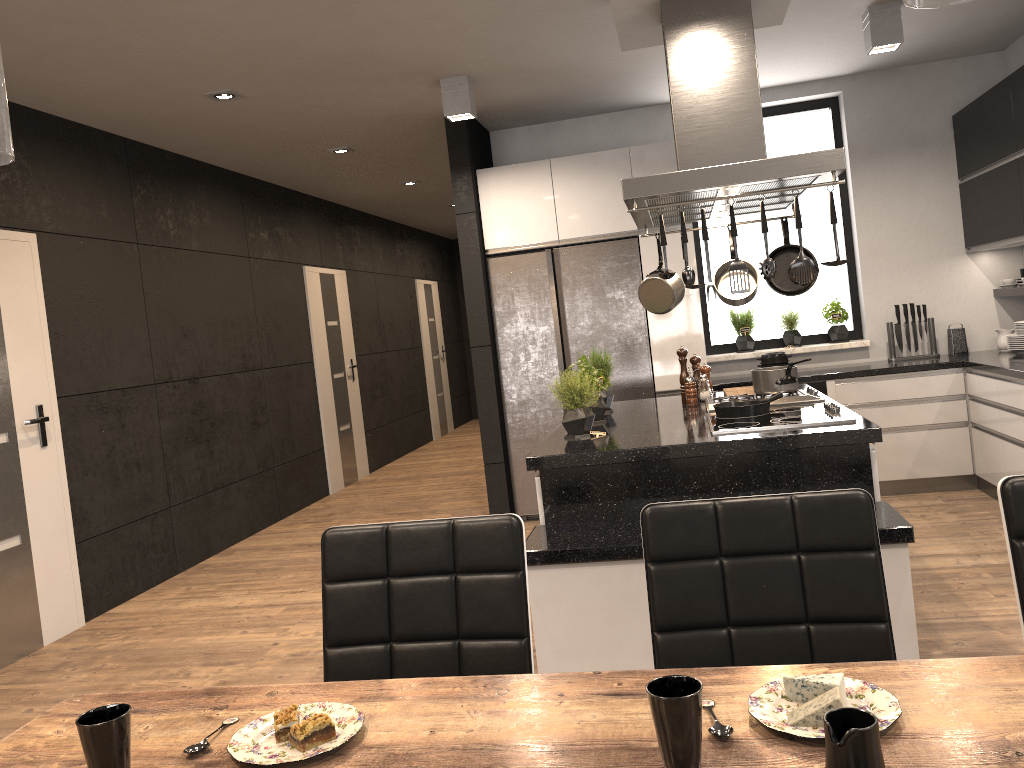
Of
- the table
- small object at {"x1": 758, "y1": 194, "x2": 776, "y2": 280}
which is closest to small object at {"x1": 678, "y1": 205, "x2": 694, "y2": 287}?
small object at {"x1": 758, "y1": 194, "x2": 776, "y2": 280}

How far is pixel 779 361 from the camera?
5.77m

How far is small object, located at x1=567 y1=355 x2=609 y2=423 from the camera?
4.0m

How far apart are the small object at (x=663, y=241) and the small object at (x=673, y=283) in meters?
0.9 m

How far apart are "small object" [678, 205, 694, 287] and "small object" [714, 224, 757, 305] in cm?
101

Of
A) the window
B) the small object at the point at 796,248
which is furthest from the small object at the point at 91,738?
the window

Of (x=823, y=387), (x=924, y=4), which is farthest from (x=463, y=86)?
(x=924, y=4)

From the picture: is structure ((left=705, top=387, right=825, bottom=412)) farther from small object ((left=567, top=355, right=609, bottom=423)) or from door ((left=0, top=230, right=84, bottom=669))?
door ((left=0, top=230, right=84, bottom=669))

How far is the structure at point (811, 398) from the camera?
3.8 meters

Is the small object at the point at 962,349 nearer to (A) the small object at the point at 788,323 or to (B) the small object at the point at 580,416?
(A) the small object at the point at 788,323
